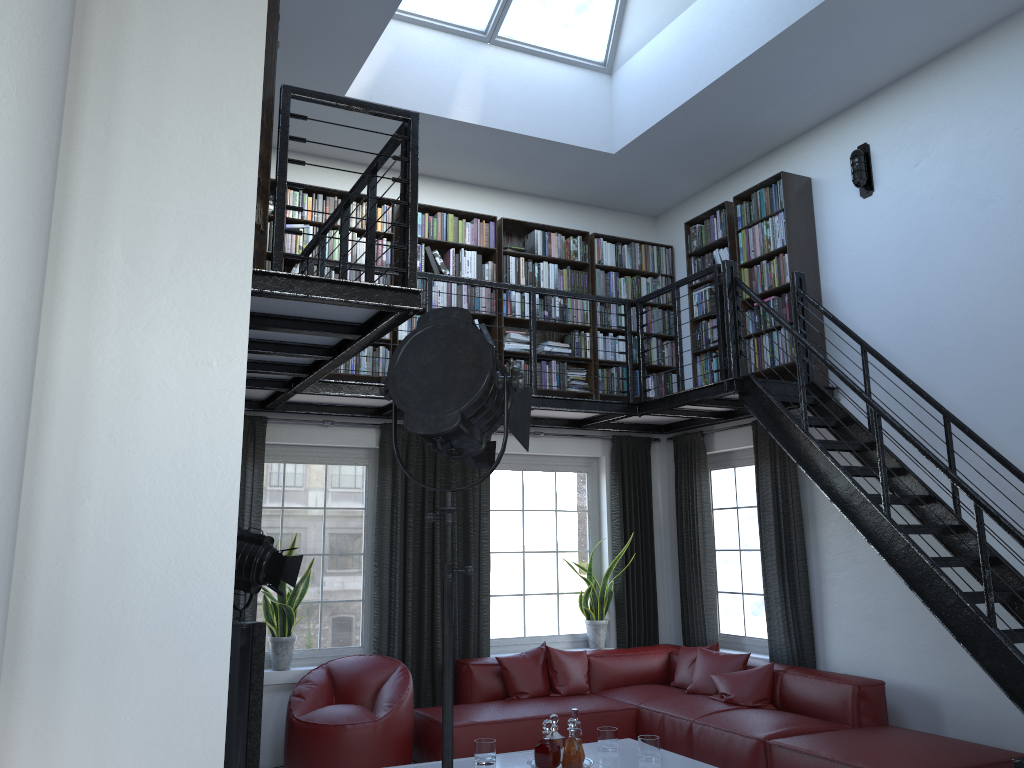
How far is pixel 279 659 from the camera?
6.3m

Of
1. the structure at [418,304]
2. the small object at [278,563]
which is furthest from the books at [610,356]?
the small object at [278,563]

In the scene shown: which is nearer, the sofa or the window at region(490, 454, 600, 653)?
the sofa

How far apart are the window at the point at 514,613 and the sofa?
0.4 meters

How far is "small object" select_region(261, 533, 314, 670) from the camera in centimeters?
627cm

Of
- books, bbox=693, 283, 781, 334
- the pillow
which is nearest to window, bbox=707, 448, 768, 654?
the pillow

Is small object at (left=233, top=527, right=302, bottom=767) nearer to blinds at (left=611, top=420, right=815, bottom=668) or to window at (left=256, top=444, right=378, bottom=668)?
window at (left=256, top=444, right=378, bottom=668)

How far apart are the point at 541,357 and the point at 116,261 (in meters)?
5.66

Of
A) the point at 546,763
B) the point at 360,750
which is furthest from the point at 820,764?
the point at 360,750

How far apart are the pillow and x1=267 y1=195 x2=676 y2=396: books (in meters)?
2.18
